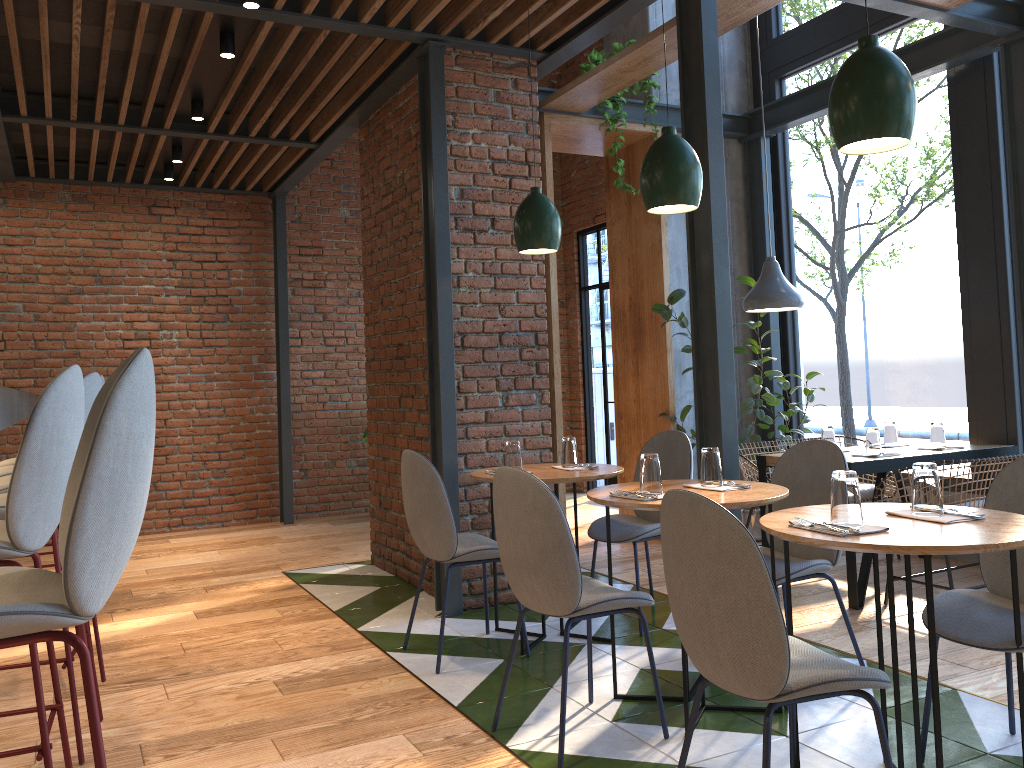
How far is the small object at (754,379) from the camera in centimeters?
562cm

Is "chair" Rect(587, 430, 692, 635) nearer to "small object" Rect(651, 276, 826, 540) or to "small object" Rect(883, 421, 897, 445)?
"small object" Rect(651, 276, 826, 540)

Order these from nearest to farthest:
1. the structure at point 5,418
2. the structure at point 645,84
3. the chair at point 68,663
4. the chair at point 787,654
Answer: the structure at point 5,418, the chair at point 787,654, the chair at point 68,663, the structure at point 645,84

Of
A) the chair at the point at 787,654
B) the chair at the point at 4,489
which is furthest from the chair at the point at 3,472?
the chair at the point at 787,654

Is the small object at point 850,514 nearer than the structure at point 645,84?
Yes

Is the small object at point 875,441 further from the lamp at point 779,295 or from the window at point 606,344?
the window at point 606,344

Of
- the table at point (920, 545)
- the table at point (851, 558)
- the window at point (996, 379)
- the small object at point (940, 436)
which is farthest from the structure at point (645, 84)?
the table at point (920, 545)

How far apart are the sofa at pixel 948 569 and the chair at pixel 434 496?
2.1 meters

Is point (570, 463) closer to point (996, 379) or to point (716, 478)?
point (716, 478)

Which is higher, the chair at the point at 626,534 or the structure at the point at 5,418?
the structure at the point at 5,418
